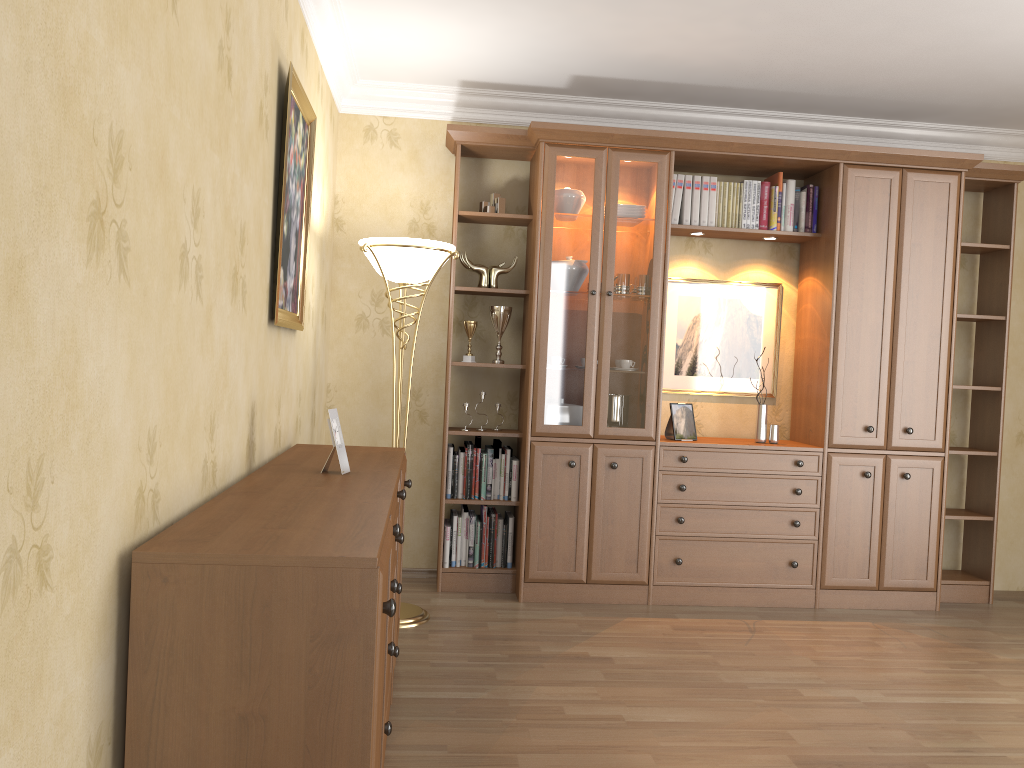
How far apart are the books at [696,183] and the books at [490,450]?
1.6m

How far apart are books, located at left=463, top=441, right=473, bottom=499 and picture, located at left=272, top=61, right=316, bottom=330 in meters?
1.3

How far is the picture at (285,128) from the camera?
2.9 meters

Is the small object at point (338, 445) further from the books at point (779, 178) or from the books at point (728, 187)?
the books at point (779, 178)

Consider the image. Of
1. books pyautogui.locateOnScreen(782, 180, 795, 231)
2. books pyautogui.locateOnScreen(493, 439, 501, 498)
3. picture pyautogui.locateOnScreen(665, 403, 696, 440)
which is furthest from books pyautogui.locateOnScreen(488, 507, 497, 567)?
books pyautogui.locateOnScreen(782, 180, 795, 231)

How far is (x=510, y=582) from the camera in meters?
4.5 m

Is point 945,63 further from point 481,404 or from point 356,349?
point 356,349

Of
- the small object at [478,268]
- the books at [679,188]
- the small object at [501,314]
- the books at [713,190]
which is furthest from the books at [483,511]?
the books at [713,190]

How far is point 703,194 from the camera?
4.6 meters

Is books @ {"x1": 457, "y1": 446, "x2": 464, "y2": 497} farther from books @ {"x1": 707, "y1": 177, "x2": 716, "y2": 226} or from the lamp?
books @ {"x1": 707, "y1": 177, "x2": 716, "y2": 226}
